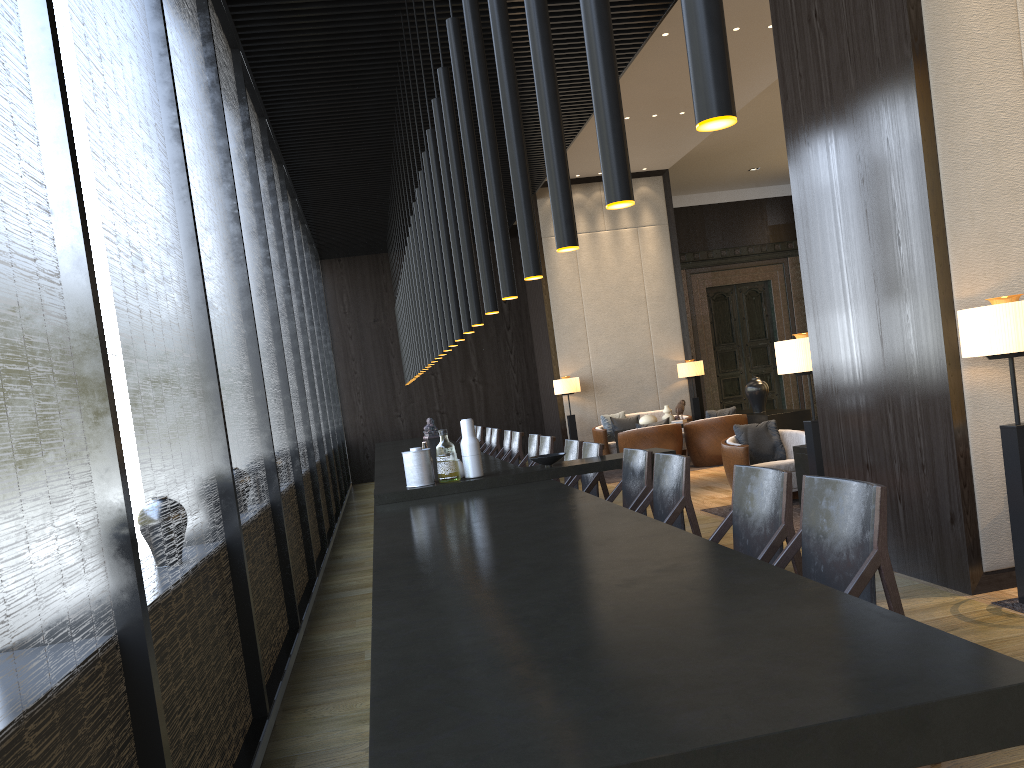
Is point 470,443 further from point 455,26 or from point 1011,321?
point 1011,321

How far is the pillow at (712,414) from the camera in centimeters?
1075cm

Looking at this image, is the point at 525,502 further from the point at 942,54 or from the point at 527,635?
the point at 942,54

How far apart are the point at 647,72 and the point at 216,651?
7.5 meters

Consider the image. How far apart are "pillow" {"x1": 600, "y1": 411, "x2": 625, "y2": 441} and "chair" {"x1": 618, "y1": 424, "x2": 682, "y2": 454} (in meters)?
1.68

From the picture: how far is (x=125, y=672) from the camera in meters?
2.0 m

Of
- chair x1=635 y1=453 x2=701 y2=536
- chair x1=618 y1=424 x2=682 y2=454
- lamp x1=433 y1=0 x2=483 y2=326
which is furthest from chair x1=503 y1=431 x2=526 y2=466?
lamp x1=433 y1=0 x2=483 y2=326

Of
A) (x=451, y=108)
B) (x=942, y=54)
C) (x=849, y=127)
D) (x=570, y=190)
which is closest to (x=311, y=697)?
(x=570, y=190)

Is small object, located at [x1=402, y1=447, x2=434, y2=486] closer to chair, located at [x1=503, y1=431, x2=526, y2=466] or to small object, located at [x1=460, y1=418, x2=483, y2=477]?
small object, located at [x1=460, y1=418, x2=483, y2=477]

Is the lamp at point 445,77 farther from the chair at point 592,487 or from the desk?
the chair at point 592,487
